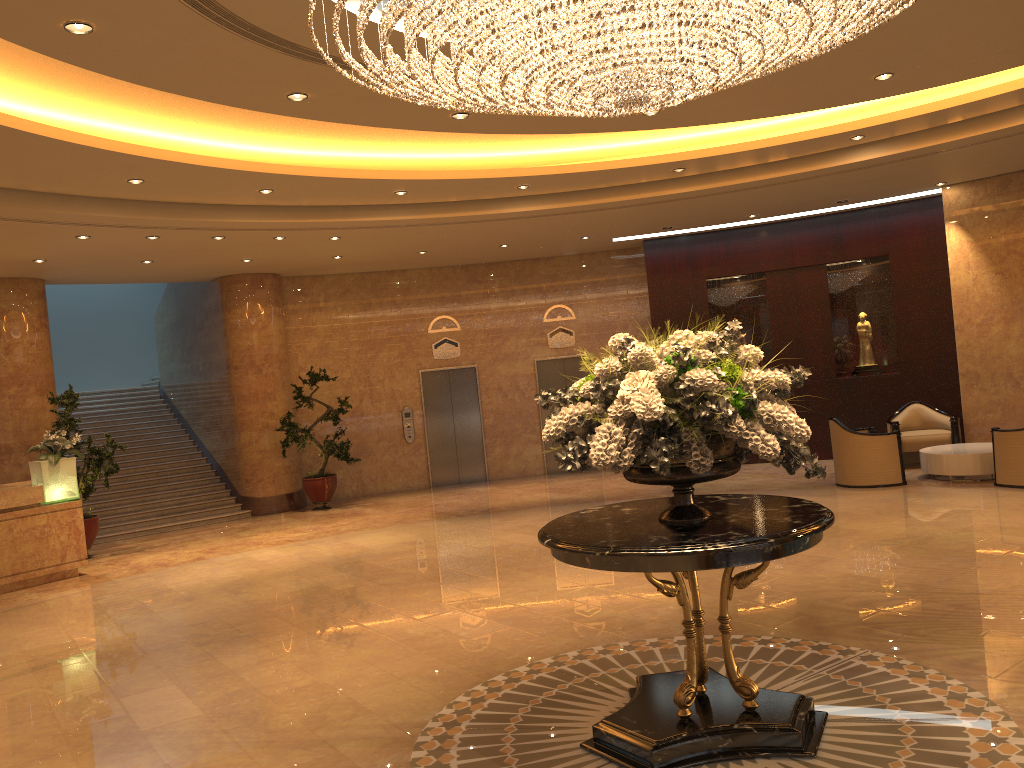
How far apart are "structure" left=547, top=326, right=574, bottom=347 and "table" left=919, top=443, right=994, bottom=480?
6.5m

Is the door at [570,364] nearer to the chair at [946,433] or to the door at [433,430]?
the door at [433,430]

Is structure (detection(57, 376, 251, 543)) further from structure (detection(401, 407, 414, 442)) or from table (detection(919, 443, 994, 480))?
table (detection(919, 443, 994, 480))

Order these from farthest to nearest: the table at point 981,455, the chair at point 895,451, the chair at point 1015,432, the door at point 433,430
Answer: the door at point 433,430 < the chair at point 895,451 < the table at point 981,455 < the chair at point 1015,432

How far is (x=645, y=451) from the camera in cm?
400

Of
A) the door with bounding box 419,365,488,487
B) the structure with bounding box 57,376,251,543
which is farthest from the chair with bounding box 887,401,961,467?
the structure with bounding box 57,376,251,543

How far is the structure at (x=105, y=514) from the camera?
14.0m

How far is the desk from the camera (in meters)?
10.09

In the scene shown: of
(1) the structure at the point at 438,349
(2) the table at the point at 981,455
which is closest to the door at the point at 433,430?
(1) the structure at the point at 438,349

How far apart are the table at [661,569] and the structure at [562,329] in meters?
11.2 m
